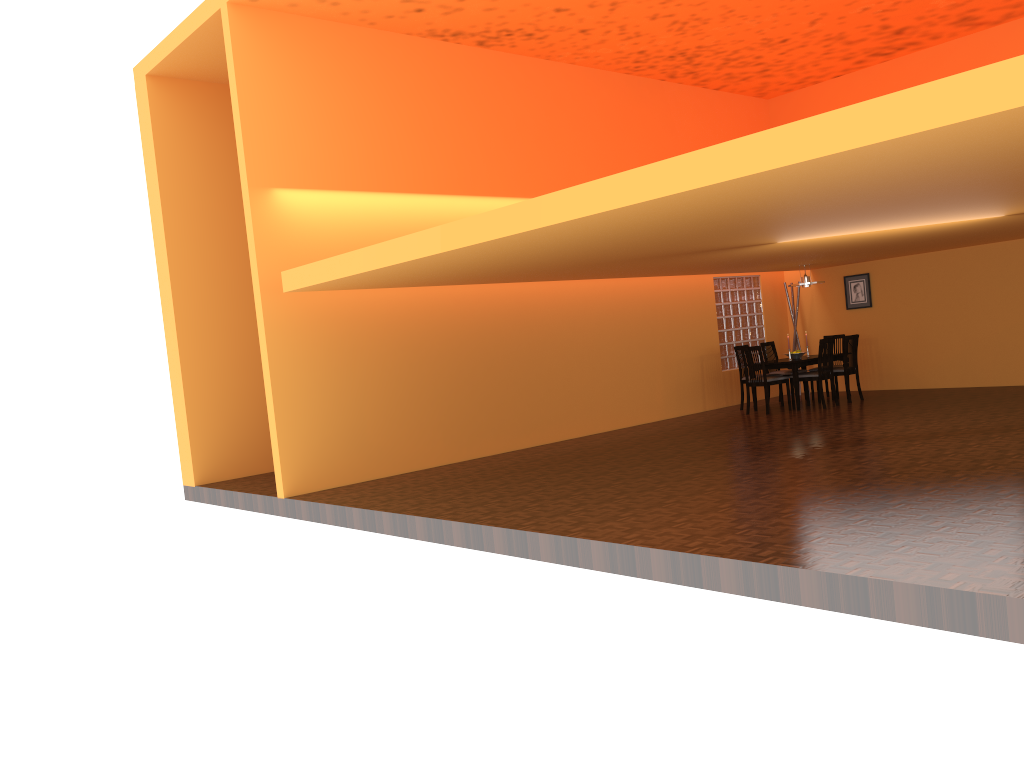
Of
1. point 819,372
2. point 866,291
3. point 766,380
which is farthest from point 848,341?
point 866,291

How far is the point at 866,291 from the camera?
11.8 meters

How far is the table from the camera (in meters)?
10.26

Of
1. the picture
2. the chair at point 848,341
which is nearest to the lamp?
the chair at point 848,341

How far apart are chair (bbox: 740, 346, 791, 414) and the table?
0.2m

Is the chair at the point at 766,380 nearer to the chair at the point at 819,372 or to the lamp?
the chair at the point at 819,372

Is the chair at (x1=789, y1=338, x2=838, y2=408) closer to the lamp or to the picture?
the lamp

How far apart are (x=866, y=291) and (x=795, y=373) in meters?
2.4 m

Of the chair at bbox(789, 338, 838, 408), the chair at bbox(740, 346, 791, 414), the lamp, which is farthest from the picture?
the chair at bbox(740, 346, 791, 414)

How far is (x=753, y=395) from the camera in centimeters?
1072cm
